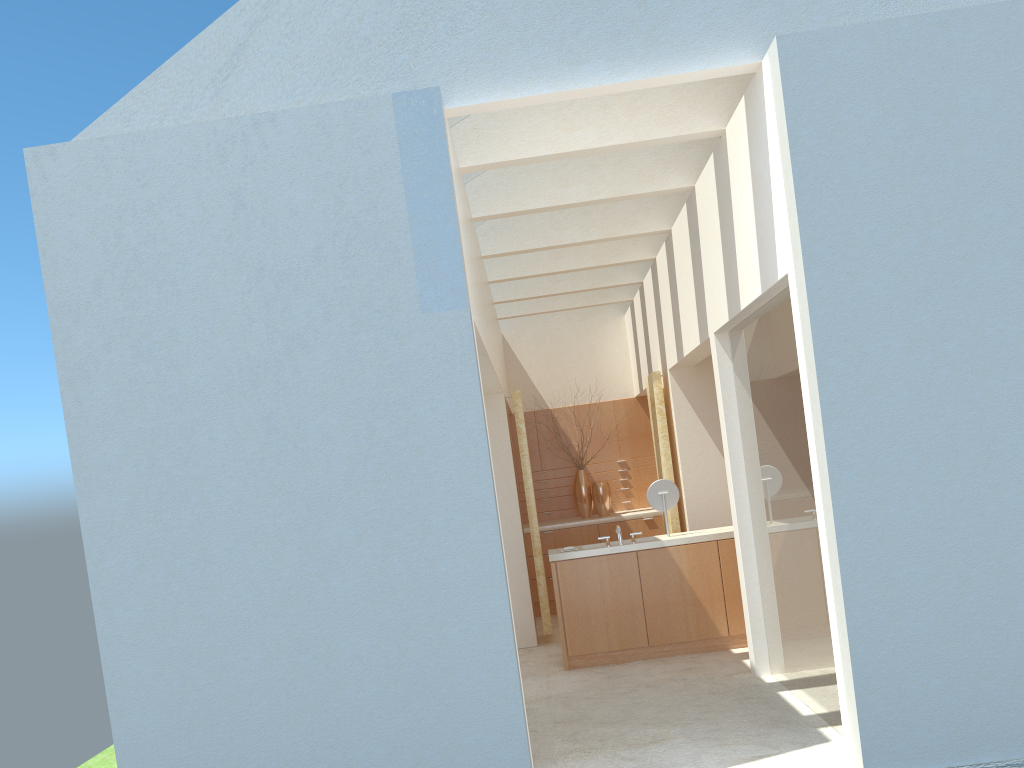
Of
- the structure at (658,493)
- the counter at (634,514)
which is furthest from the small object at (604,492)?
the structure at (658,493)

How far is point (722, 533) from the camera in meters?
16.6 m

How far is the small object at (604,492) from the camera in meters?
24.1 m

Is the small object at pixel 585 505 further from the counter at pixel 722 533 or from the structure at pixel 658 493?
the structure at pixel 658 493

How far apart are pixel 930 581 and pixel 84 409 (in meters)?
9.55

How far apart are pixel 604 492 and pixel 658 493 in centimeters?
700cm

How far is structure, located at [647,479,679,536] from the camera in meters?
17.1

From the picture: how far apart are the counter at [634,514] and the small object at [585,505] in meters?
0.3 m

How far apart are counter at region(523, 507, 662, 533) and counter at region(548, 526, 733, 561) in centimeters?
570cm

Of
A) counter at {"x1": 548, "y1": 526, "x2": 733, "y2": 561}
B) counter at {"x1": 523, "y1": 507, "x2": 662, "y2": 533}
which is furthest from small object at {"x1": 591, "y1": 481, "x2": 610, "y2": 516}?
counter at {"x1": 548, "y1": 526, "x2": 733, "y2": 561}
